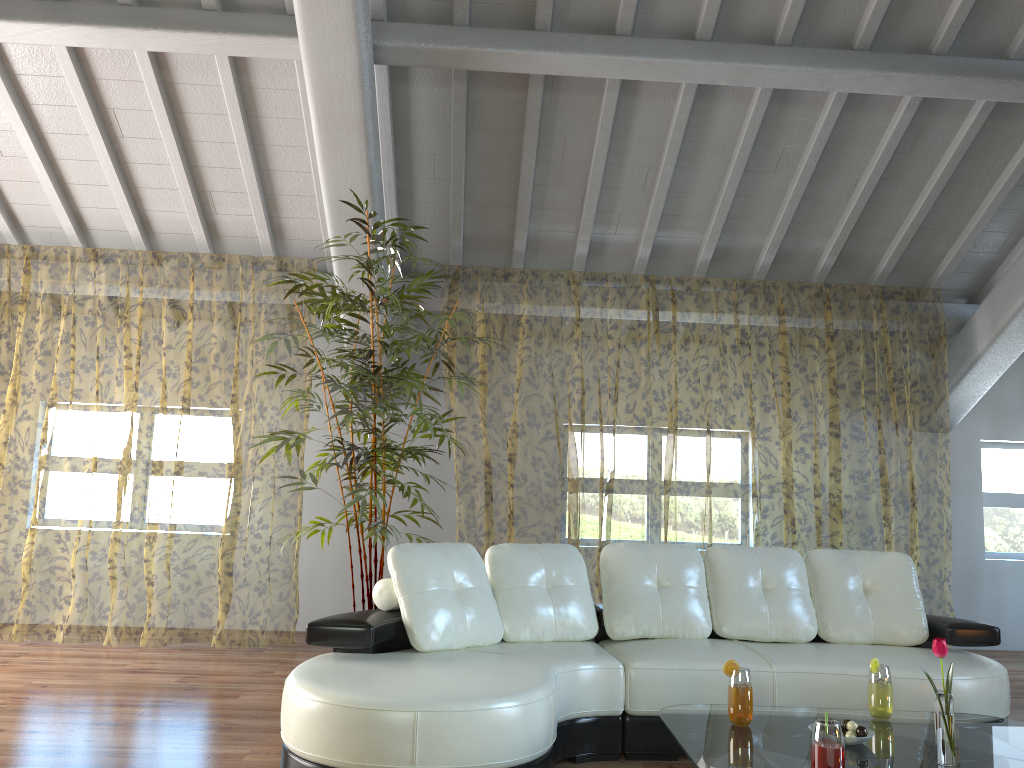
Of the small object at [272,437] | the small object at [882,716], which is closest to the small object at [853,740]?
the small object at [882,716]

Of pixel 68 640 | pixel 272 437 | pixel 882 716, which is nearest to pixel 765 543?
pixel 272 437

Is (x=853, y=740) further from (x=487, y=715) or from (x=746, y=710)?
(x=487, y=715)

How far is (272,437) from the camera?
4.4 meters

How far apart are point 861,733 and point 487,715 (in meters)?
1.06

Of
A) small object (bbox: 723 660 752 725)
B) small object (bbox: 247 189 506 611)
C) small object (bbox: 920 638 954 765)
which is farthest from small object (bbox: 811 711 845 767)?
small object (bbox: 247 189 506 611)

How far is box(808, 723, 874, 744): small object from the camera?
2.5m

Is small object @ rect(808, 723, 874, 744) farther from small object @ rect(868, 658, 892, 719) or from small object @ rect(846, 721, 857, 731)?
small object @ rect(868, 658, 892, 719)

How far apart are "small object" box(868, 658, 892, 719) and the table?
0.02m

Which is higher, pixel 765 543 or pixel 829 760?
pixel 765 543
